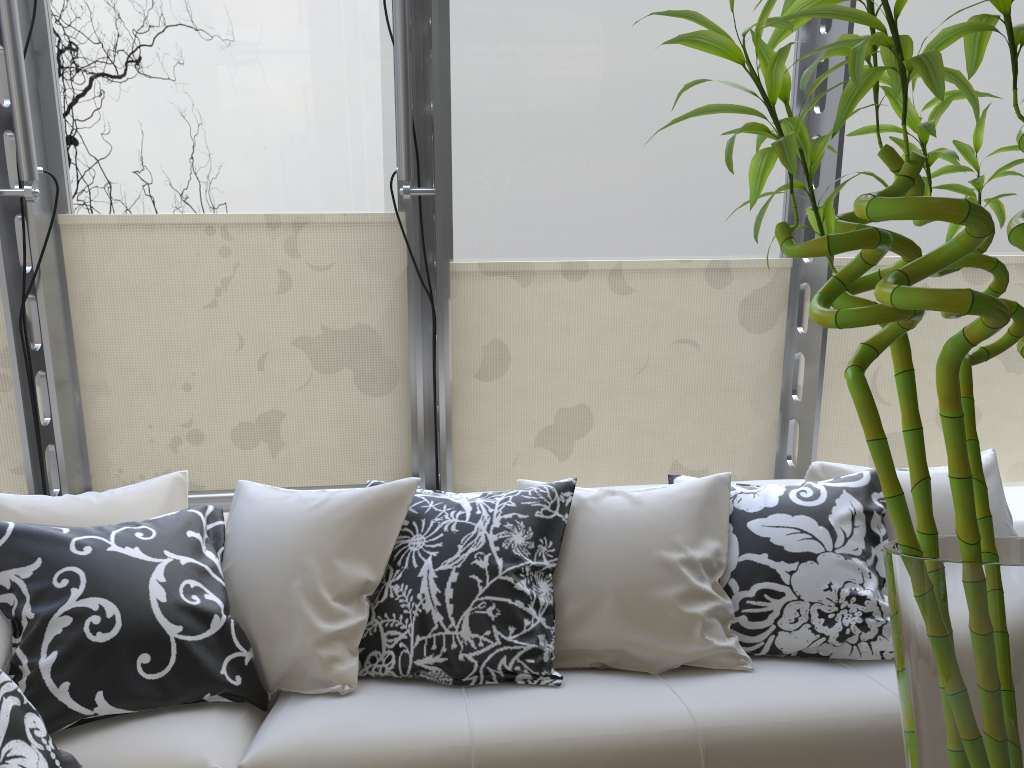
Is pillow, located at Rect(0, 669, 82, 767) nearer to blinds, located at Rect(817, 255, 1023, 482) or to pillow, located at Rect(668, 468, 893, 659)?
pillow, located at Rect(668, 468, 893, 659)

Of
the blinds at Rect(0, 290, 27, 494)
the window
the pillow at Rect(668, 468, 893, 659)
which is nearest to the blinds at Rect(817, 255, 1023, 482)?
the window

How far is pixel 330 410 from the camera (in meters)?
3.64

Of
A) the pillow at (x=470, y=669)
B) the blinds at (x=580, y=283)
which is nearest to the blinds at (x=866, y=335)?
the blinds at (x=580, y=283)

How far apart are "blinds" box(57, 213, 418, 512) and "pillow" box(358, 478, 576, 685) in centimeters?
129cm

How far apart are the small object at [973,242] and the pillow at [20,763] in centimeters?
132cm

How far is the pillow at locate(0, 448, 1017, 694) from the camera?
2.05m

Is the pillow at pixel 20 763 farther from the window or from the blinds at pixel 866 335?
the blinds at pixel 866 335

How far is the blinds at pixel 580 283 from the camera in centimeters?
363cm

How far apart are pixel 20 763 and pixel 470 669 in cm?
93
